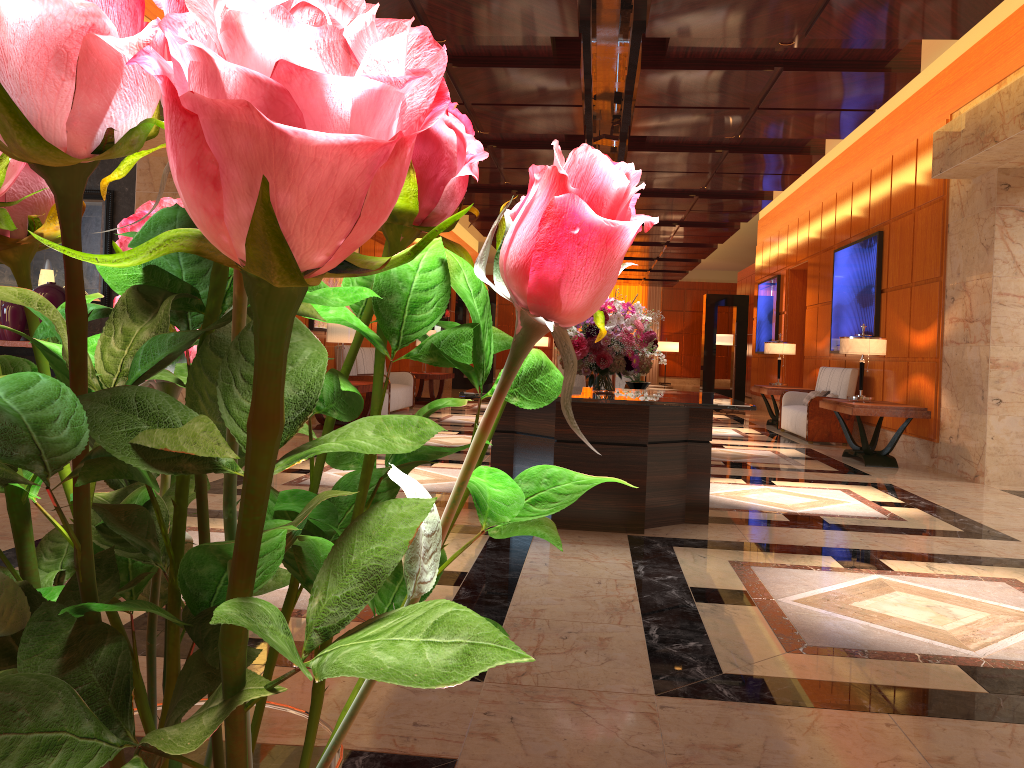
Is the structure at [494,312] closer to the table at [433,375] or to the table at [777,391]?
the table at [433,375]

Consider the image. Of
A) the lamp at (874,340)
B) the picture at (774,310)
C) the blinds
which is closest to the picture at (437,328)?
the picture at (774,310)

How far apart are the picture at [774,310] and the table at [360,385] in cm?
886

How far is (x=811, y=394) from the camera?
11.9 meters

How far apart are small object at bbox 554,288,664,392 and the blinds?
26.6m

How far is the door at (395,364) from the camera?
16.4 meters

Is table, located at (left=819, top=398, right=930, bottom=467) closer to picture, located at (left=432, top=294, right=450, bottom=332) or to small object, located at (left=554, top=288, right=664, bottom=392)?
small object, located at (left=554, top=288, right=664, bottom=392)

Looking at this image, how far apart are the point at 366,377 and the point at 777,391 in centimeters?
584cm

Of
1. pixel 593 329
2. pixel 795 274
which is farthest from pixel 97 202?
pixel 795 274

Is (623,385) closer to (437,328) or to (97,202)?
(97,202)
